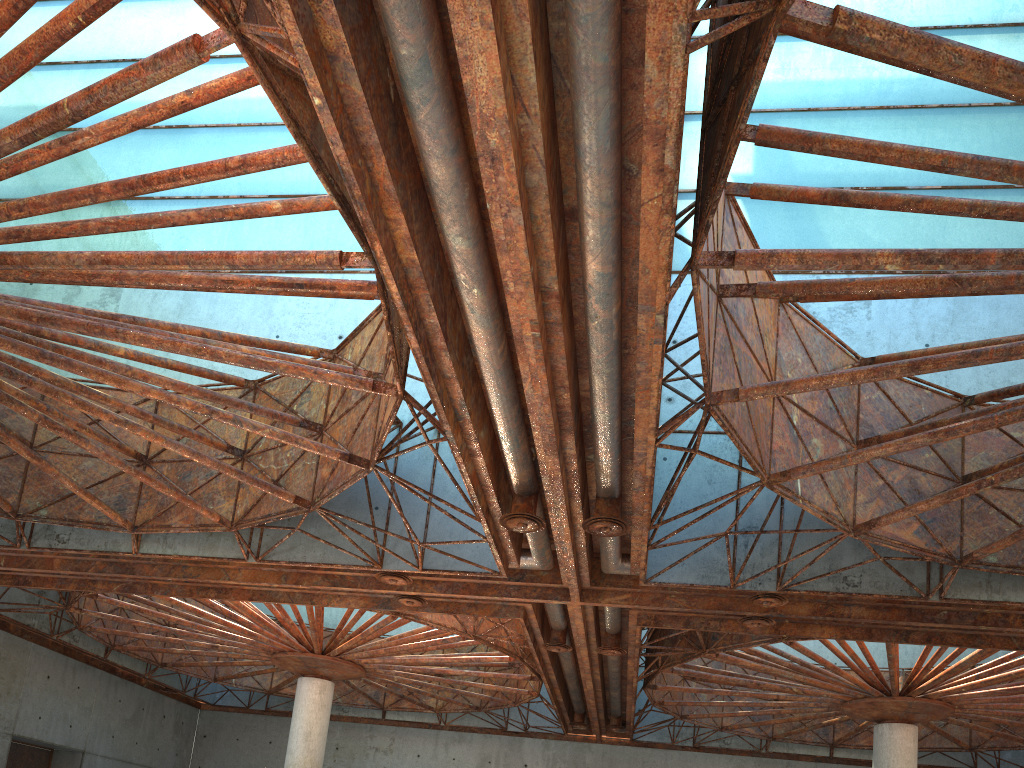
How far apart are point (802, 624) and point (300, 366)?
19.39m
